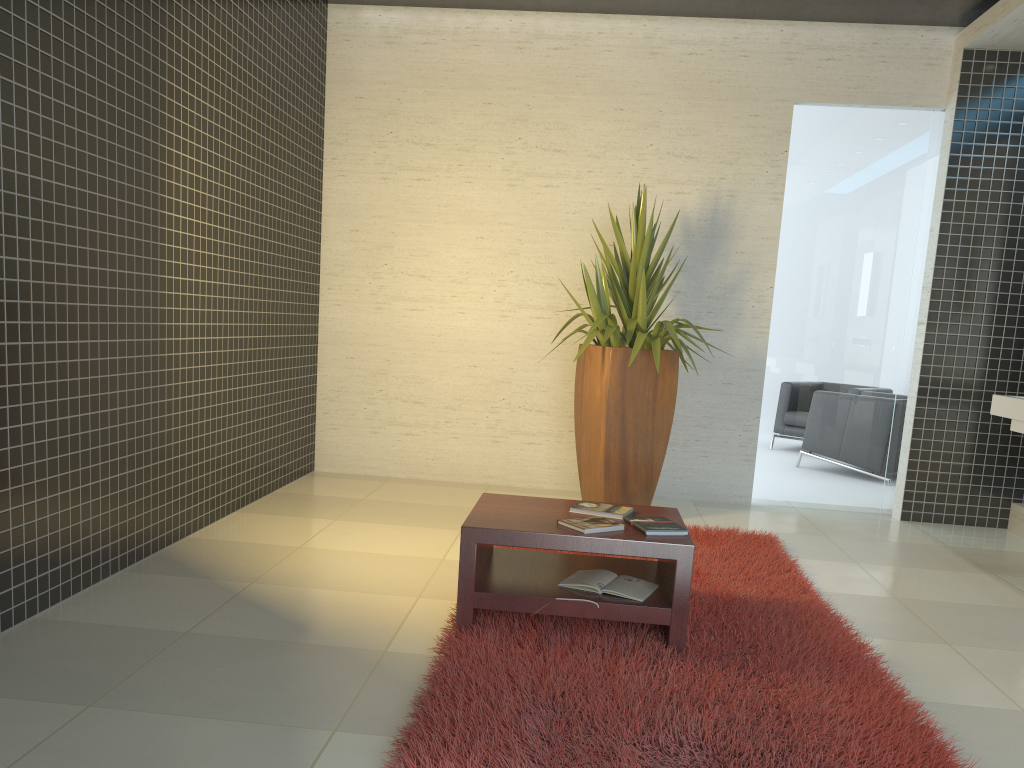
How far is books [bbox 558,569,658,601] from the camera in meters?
3.3 m

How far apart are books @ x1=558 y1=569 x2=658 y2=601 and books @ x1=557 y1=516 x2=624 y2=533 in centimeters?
22cm

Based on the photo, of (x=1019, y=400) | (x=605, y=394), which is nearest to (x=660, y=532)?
Result: (x=605, y=394)

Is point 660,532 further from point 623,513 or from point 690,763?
point 690,763

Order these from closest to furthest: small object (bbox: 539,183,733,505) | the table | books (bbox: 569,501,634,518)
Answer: the table
books (bbox: 569,501,634,518)
small object (bbox: 539,183,733,505)

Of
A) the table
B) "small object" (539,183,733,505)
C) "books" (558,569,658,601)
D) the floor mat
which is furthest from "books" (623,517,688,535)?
"small object" (539,183,733,505)

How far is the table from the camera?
3.13m

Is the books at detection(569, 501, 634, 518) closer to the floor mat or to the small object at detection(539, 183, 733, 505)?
the floor mat

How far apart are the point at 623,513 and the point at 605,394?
→ 1.9 meters

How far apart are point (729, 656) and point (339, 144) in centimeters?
475cm
